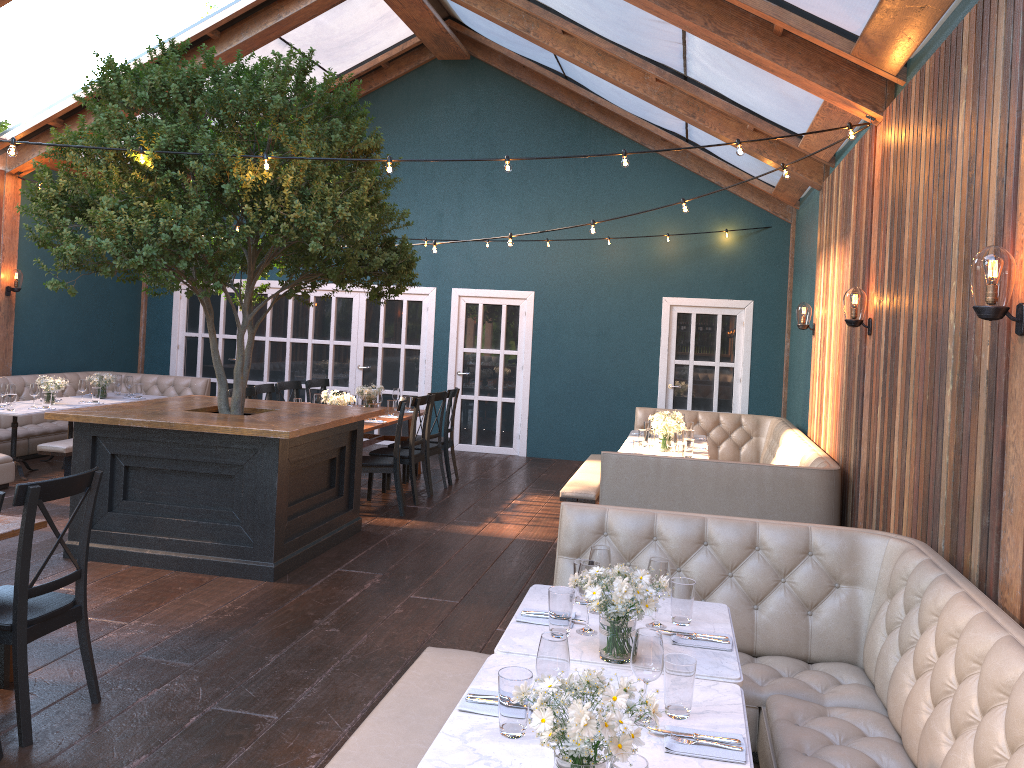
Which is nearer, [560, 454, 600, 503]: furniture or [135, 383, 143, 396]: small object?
[560, 454, 600, 503]: furniture

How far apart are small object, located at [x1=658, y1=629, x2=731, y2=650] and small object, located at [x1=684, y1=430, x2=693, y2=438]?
5.36m

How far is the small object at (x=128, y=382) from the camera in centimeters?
1038cm

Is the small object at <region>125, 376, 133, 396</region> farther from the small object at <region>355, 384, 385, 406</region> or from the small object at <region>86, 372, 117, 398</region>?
the small object at <region>355, 384, 385, 406</region>

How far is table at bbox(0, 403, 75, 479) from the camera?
8.4m

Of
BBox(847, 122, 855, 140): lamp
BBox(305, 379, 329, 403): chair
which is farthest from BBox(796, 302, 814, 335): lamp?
BBox(305, 379, 329, 403): chair

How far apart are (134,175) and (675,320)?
7.3 meters

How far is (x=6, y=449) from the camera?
9.4m

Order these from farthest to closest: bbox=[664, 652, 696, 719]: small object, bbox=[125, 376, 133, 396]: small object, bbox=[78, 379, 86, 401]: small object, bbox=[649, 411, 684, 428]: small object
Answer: bbox=[125, 376, 133, 396]: small object → bbox=[78, 379, 86, 401]: small object → bbox=[649, 411, 684, 428]: small object → bbox=[664, 652, 696, 719]: small object

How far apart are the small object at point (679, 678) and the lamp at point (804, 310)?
6.49m
